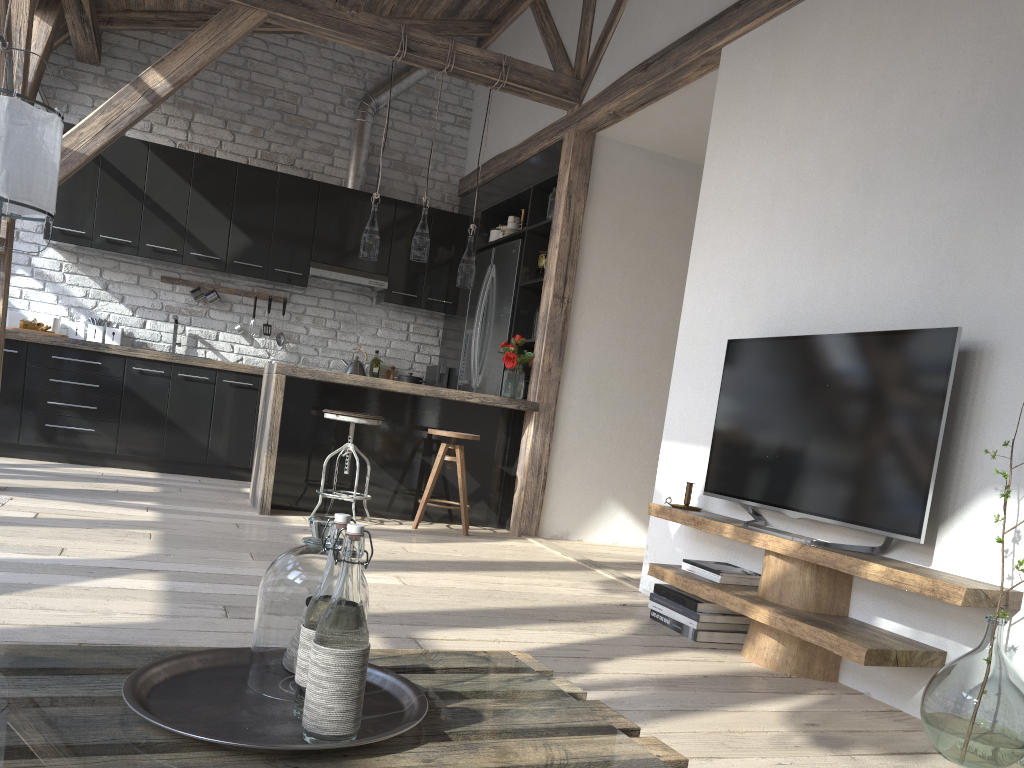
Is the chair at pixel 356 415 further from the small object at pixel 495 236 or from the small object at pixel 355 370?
the small object at pixel 495 236

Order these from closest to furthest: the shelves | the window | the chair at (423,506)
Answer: the shelves, the chair at (423,506), the window

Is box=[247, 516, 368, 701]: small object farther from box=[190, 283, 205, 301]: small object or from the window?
box=[190, 283, 205, 301]: small object

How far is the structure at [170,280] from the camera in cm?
673

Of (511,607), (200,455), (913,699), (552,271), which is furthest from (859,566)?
(200,455)

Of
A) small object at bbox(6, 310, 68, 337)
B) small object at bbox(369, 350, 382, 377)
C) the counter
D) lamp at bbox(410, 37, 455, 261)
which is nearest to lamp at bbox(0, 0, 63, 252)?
the counter

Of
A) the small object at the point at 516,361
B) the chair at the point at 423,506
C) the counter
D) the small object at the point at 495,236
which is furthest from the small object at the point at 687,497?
the small object at the point at 495,236

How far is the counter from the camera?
4.9 meters

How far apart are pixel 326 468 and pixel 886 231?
3.5 meters

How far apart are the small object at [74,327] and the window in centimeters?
155cm
